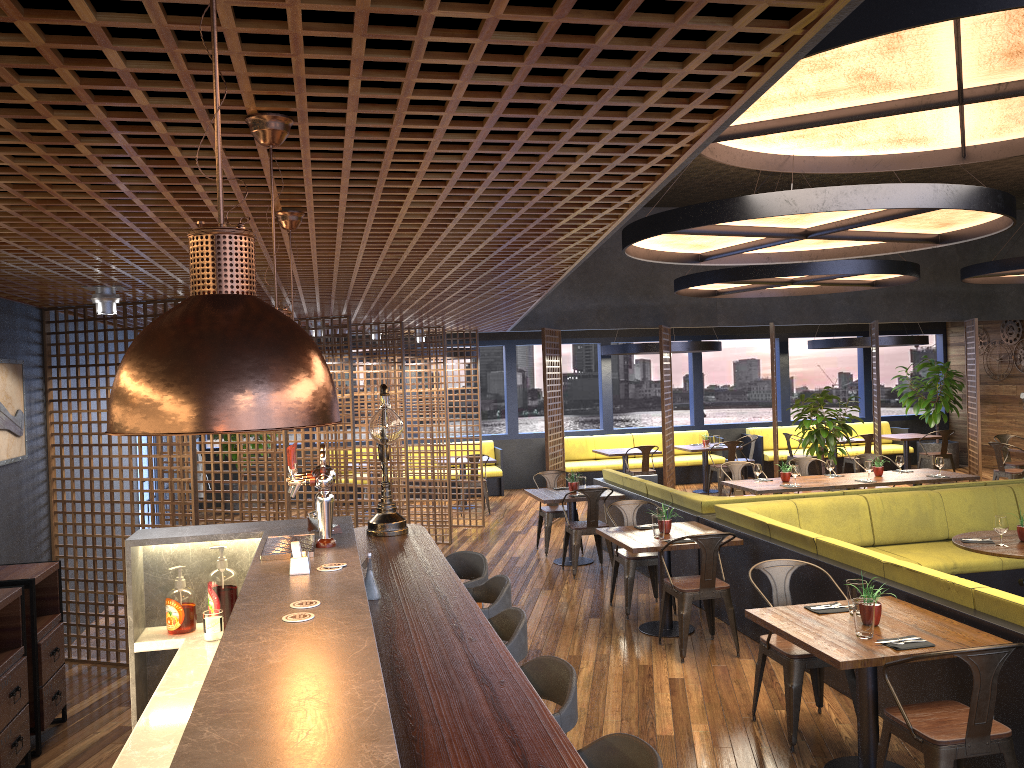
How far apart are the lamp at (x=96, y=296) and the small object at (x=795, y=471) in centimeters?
712cm

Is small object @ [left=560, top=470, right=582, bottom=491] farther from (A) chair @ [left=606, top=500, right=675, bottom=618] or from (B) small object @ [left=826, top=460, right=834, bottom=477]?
(B) small object @ [left=826, top=460, right=834, bottom=477]

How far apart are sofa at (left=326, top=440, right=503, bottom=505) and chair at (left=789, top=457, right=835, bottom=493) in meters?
5.5

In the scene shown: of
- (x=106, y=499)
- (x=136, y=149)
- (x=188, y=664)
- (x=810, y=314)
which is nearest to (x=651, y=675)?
(x=188, y=664)

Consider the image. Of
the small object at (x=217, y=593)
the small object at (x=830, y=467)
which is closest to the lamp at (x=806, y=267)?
Answer: the small object at (x=830, y=467)

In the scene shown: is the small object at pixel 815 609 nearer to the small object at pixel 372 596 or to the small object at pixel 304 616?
the small object at pixel 372 596

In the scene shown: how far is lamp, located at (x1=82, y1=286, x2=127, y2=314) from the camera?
5.5 meters

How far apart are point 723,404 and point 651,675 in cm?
1497

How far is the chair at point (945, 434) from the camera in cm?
1473

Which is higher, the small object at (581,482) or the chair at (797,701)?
the small object at (581,482)
